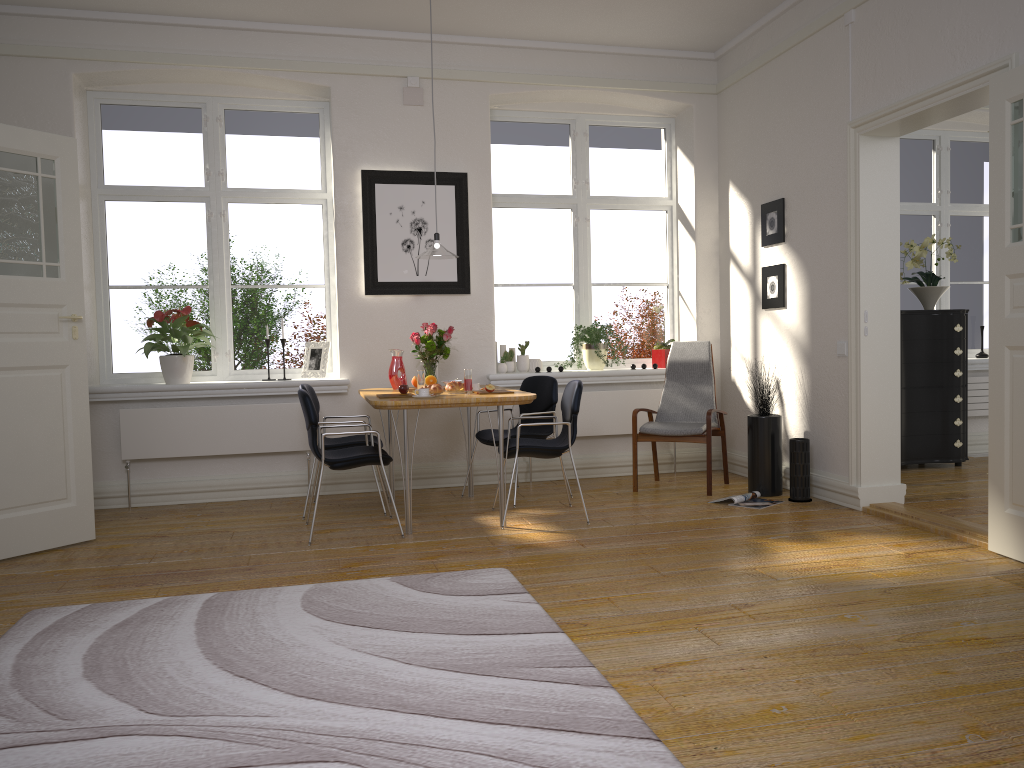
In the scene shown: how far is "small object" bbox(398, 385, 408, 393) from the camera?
5.1 meters

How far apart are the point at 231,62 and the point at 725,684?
5.2m

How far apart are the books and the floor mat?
2.1 meters

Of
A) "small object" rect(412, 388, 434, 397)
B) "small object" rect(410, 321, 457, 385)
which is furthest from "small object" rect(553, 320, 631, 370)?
"small object" rect(412, 388, 434, 397)

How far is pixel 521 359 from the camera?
6.67m

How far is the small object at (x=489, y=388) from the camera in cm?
502

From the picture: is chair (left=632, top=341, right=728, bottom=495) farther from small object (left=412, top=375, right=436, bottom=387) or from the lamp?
the lamp

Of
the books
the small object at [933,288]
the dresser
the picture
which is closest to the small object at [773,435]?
the books

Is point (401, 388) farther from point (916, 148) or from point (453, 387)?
point (916, 148)

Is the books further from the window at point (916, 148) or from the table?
the window at point (916, 148)
